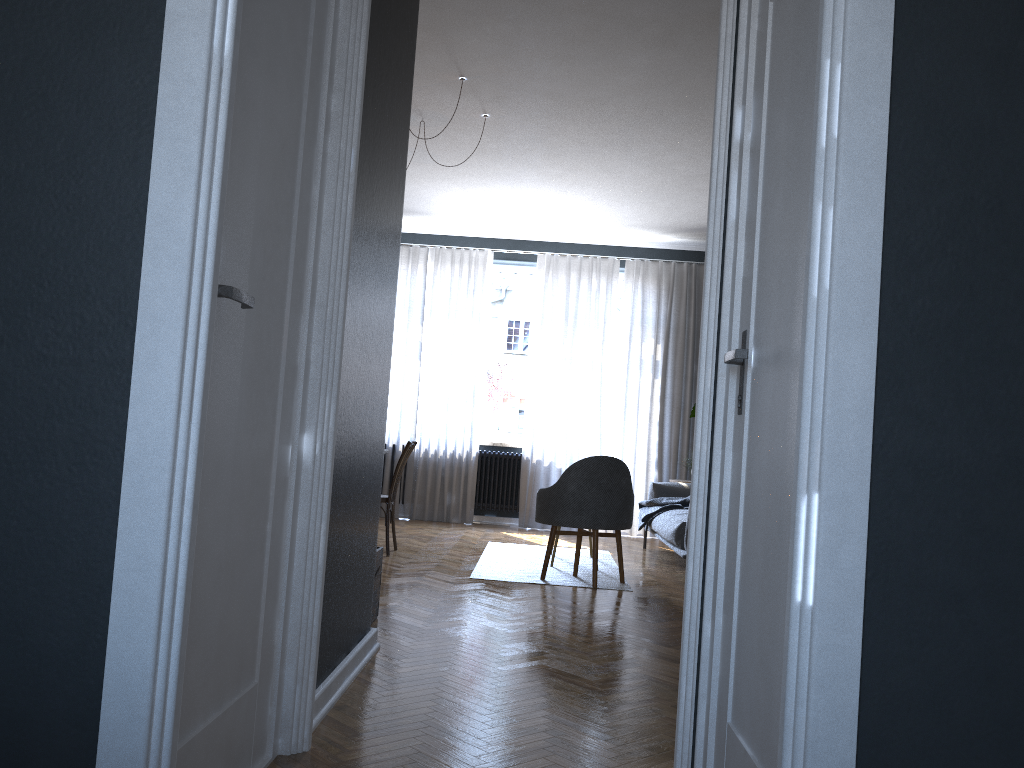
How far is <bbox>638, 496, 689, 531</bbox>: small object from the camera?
7.0 meters

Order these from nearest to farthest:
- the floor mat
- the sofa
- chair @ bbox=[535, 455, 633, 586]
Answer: chair @ bbox=[535, 455, 633, 586]
the floor mat
the sofa

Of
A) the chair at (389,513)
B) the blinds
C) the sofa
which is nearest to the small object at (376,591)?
the chair at (389,513)

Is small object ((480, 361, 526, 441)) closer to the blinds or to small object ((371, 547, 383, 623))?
the blinds

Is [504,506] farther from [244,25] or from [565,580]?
[244,25]

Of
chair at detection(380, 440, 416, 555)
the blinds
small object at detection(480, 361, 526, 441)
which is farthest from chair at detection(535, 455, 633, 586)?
small object at detection(480, 361, 526, 441)

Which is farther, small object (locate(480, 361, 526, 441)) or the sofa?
small object (locate(480, 361, 526, 441))

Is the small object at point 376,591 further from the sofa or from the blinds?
the blinds

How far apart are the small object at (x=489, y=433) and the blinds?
0.17m

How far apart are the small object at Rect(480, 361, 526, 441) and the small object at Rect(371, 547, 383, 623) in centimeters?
505cm
